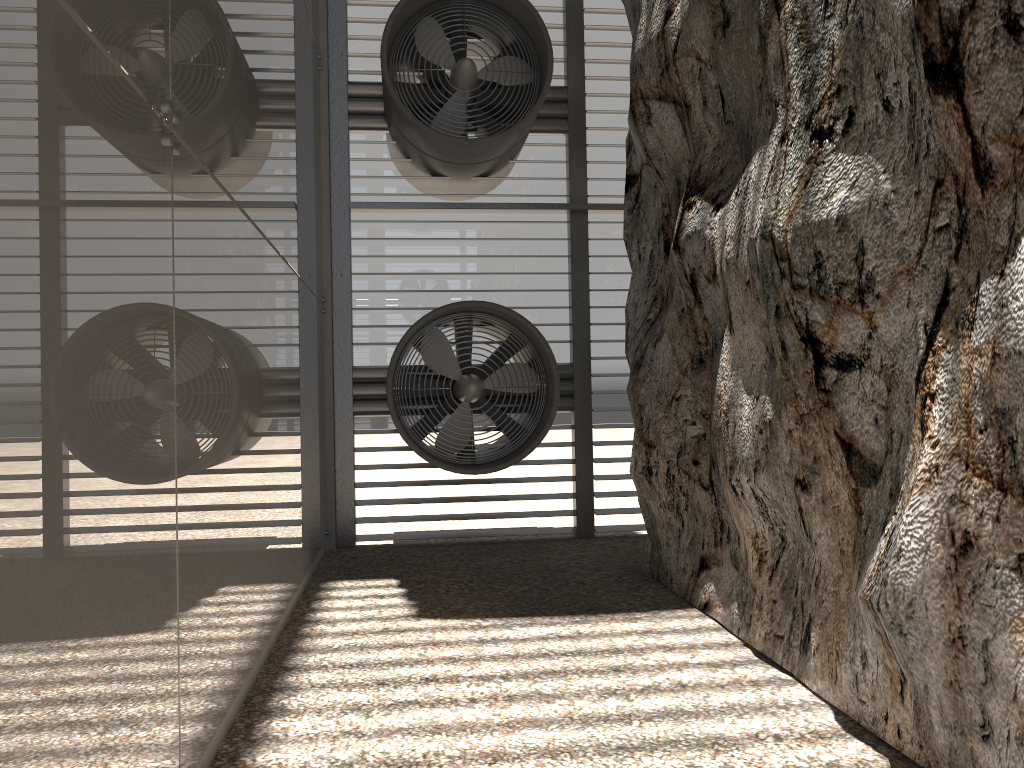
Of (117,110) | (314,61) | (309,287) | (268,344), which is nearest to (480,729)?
(268,344)

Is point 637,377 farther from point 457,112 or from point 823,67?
point 457,112
